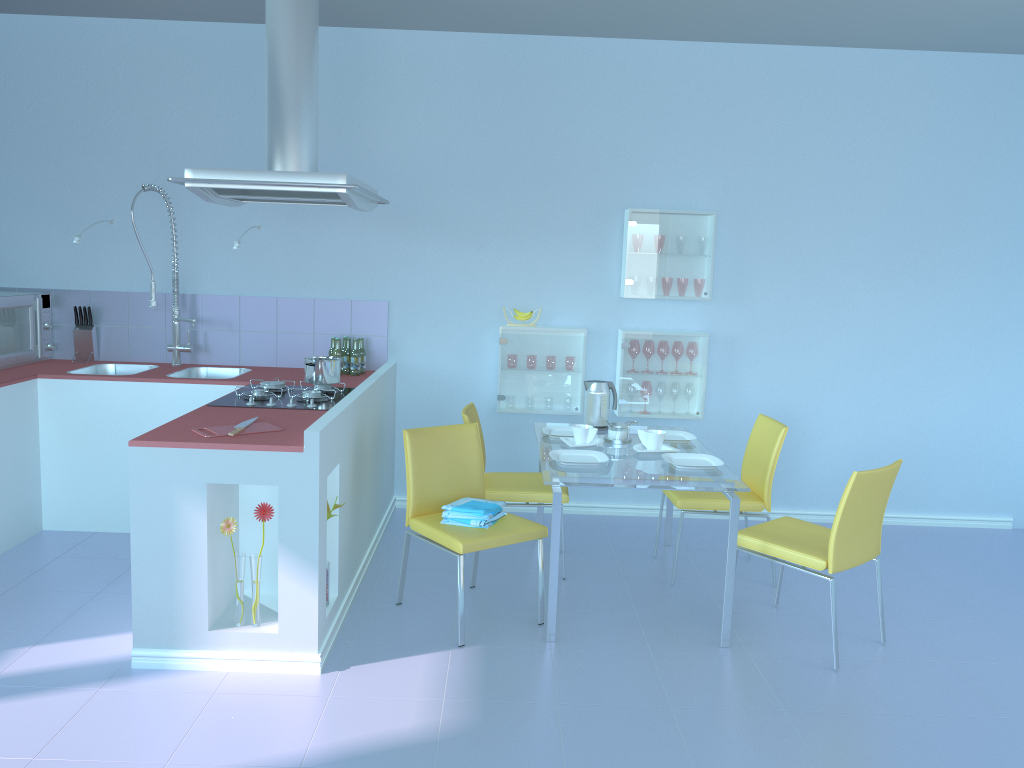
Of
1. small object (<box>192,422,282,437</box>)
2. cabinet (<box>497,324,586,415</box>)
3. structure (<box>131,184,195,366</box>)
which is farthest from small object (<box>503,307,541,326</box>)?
small object (<box>192,422,282,437</box>)

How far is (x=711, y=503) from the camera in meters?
3.8

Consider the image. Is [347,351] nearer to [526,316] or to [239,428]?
[526,316]

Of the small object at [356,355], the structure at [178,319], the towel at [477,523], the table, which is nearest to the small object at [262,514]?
the towel at [477,523]

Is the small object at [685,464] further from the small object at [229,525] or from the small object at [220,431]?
the small object at [229,525]

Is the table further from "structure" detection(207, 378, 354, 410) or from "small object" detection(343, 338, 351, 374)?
"small object" detection(343, 338, 351, 374)

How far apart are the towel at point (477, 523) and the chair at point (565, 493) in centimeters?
43cm

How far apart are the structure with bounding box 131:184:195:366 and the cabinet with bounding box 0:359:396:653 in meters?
0.0 m

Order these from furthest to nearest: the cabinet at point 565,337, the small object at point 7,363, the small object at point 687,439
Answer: the cabinet at point 565,337, the small object at point 7,363, the small object at point 687,439

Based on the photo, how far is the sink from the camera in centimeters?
452cm
